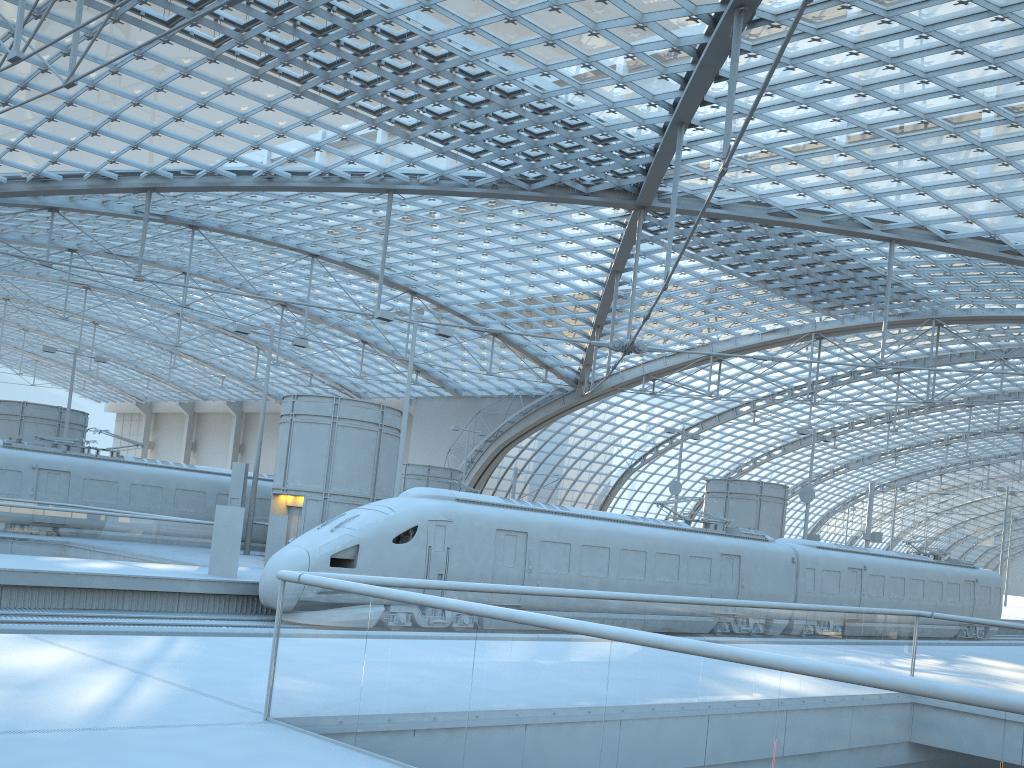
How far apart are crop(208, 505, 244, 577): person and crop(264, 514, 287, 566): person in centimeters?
429cm

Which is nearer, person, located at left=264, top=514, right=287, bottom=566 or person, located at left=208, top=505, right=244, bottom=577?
person, located at left=208, top=505, right=244, bottom=577

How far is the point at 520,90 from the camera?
31.0 meters

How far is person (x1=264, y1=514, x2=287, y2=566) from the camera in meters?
24.8

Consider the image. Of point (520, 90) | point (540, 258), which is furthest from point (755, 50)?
point (540, 258)

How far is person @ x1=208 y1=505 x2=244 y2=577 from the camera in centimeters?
2027cm

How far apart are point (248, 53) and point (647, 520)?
20.5 meters

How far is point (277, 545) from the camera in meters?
24.8 m

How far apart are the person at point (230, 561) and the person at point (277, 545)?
4.3 meters
